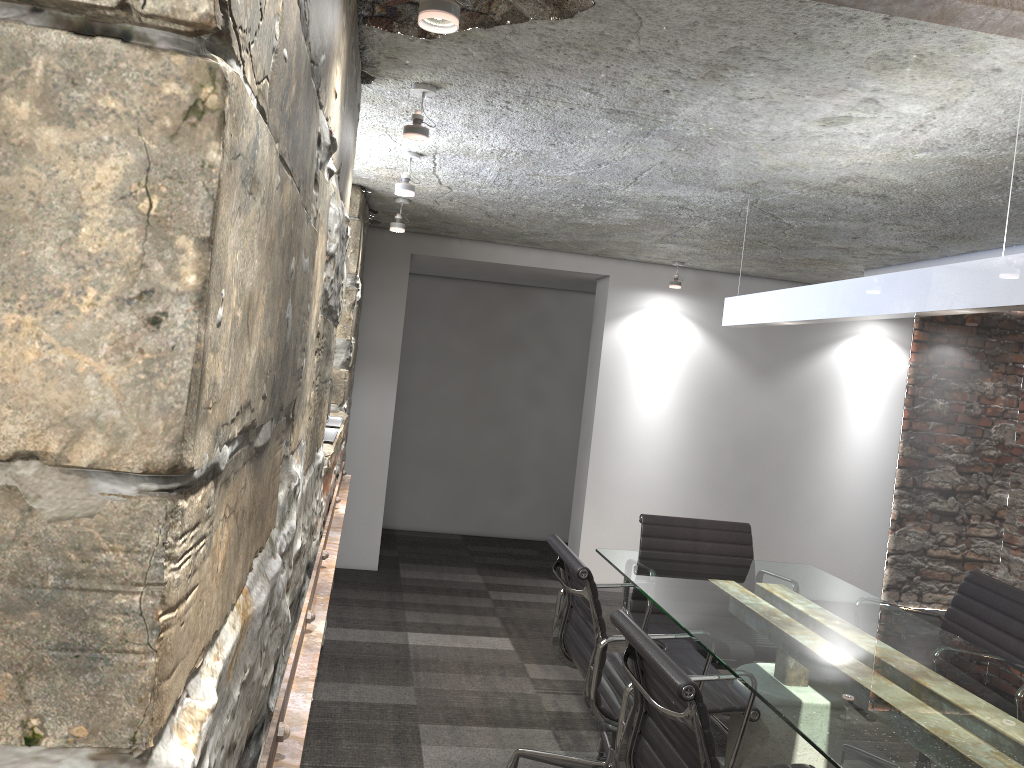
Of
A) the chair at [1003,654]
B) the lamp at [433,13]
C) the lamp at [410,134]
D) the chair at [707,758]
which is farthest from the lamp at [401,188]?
the chair at [1003,654]

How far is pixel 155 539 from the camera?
0.6m

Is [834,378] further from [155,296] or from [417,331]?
[155,296]

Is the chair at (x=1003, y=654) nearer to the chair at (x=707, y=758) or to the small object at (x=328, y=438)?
the chair at (x=707, y=758)

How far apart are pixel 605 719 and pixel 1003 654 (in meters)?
1.32

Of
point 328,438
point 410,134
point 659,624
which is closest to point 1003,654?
point 659,624

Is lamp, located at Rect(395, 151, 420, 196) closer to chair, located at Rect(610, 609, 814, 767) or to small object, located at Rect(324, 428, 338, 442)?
small object, located at Rect(324, 428, 338, 442)

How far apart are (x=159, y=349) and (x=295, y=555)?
1.2 meters

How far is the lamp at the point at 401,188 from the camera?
3.34m

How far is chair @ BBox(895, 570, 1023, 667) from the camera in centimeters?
280cm
